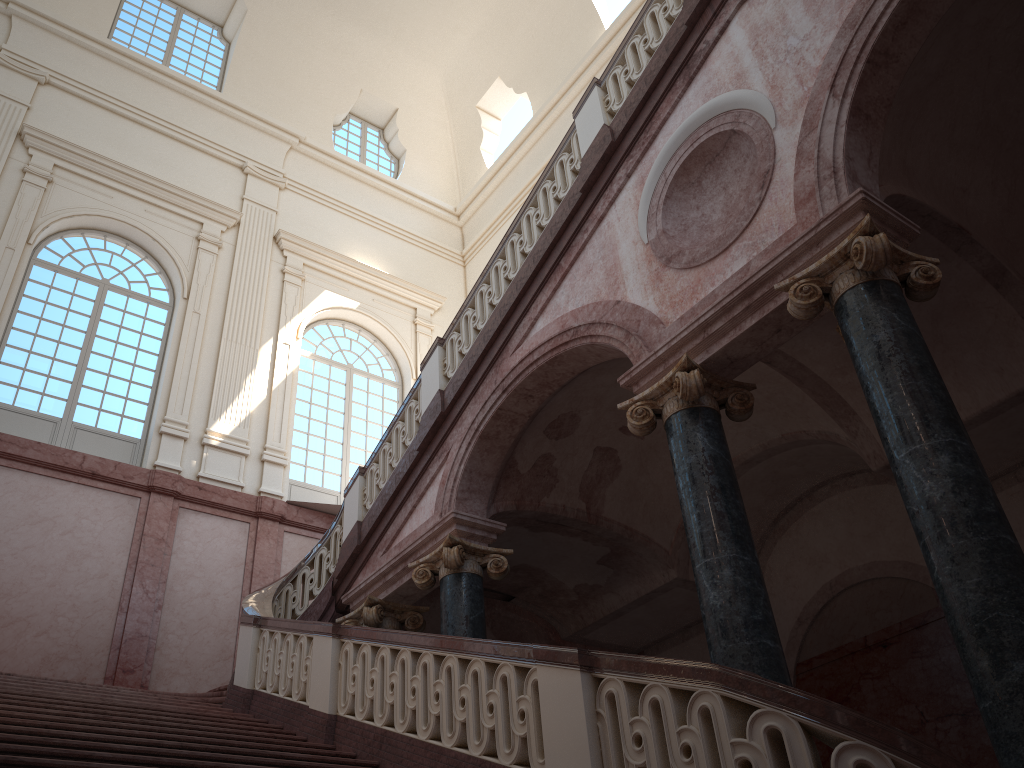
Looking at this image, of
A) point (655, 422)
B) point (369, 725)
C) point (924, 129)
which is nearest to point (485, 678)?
point (369, 725)
